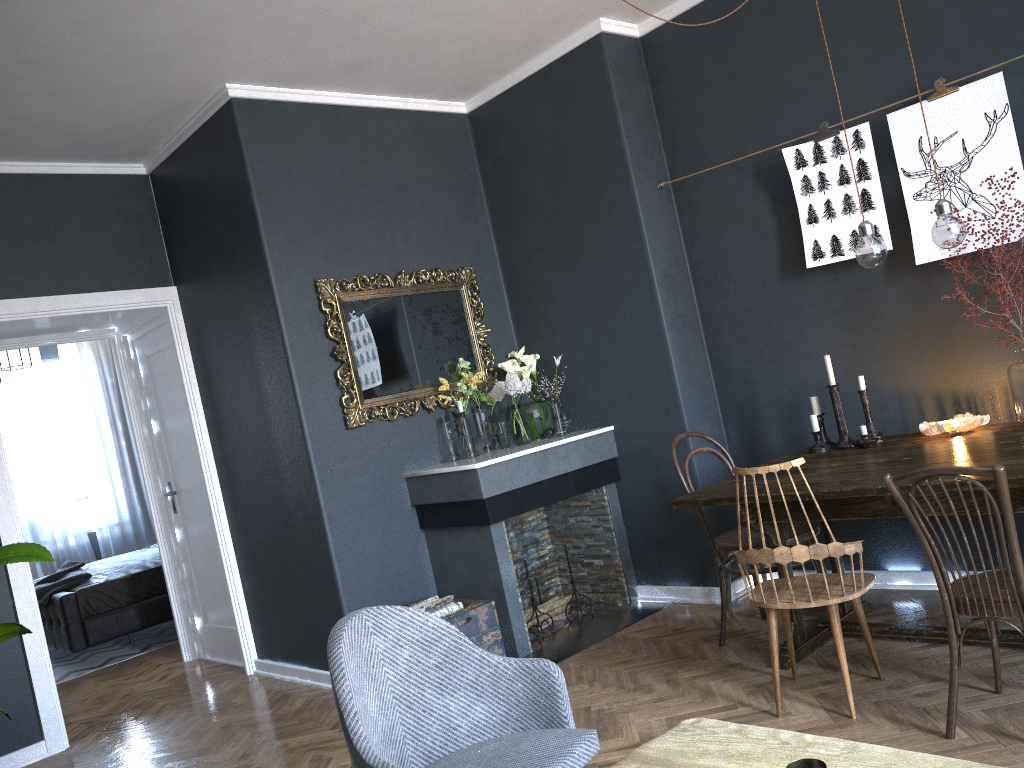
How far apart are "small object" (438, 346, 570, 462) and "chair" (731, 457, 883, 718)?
1.8m

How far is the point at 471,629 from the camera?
4.0m

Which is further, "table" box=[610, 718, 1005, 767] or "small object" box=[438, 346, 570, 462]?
"small object" box=[438, 346, 570, 462]

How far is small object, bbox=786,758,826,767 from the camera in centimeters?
142cm

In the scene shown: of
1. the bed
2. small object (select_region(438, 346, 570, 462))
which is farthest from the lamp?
the bed

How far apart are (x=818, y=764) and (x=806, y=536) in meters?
2.3

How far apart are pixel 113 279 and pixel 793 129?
3.67m

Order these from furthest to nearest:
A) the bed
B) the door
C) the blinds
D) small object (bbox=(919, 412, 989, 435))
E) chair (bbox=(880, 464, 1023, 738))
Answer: the blinds → the bed → the door → small object (bbox=(919, 412, 989, 435)) → chair (bbox=(880, 464, 1023, 738))

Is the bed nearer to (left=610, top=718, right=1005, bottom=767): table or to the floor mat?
→ the floor mat

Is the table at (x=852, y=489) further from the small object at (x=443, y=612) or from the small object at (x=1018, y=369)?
the small object at (x=443, y=612)
